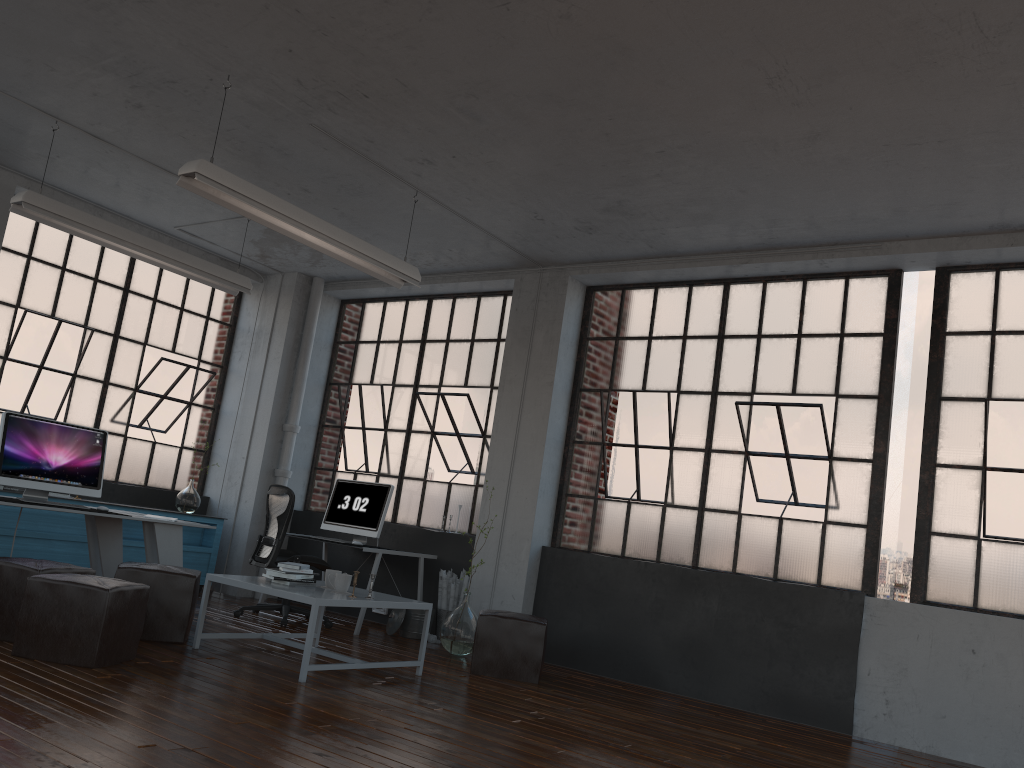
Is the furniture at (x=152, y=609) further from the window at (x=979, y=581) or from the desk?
the window at (x=979, y=581)

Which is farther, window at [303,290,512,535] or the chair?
window at [303,290,512,535]

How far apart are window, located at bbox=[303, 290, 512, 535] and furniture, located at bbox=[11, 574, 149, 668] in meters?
3.6

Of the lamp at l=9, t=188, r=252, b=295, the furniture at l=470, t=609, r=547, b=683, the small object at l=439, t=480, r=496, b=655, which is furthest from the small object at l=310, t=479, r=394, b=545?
the lamp at l=9, t=188, r=252, b=295

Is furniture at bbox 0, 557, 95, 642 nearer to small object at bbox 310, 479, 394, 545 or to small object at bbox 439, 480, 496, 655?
small object at bbox 439, 480, 496, 655

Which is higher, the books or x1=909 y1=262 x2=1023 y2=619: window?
x1=909 y1=262 x2=1023 y2=619: window

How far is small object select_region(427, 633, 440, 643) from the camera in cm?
716

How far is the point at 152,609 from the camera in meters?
5.3

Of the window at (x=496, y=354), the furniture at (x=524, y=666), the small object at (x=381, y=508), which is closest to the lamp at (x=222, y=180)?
the window at (x=496, y=354)

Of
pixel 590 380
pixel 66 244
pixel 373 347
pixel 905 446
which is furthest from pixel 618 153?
pixel 905 446
